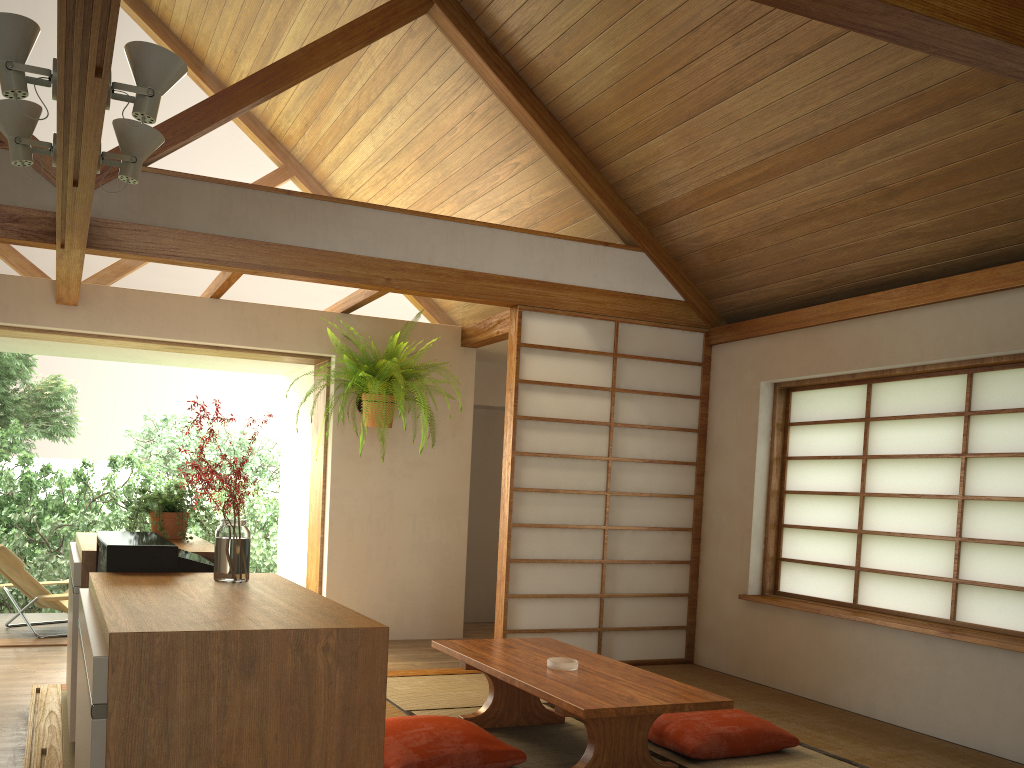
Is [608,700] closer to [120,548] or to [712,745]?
[712,745]

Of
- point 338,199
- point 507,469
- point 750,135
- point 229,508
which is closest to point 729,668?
point 507,469

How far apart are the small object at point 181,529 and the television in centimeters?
69cm

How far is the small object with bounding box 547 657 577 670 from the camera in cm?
341

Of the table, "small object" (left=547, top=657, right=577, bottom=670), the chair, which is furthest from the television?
the chair

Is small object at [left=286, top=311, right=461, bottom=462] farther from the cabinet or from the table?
the table

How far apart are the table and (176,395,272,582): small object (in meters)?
1.17

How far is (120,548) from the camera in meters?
2.4 m

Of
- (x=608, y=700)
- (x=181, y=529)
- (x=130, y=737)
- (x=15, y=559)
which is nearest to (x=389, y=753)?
(x=608, y=700)

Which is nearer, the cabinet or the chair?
the cabinet
